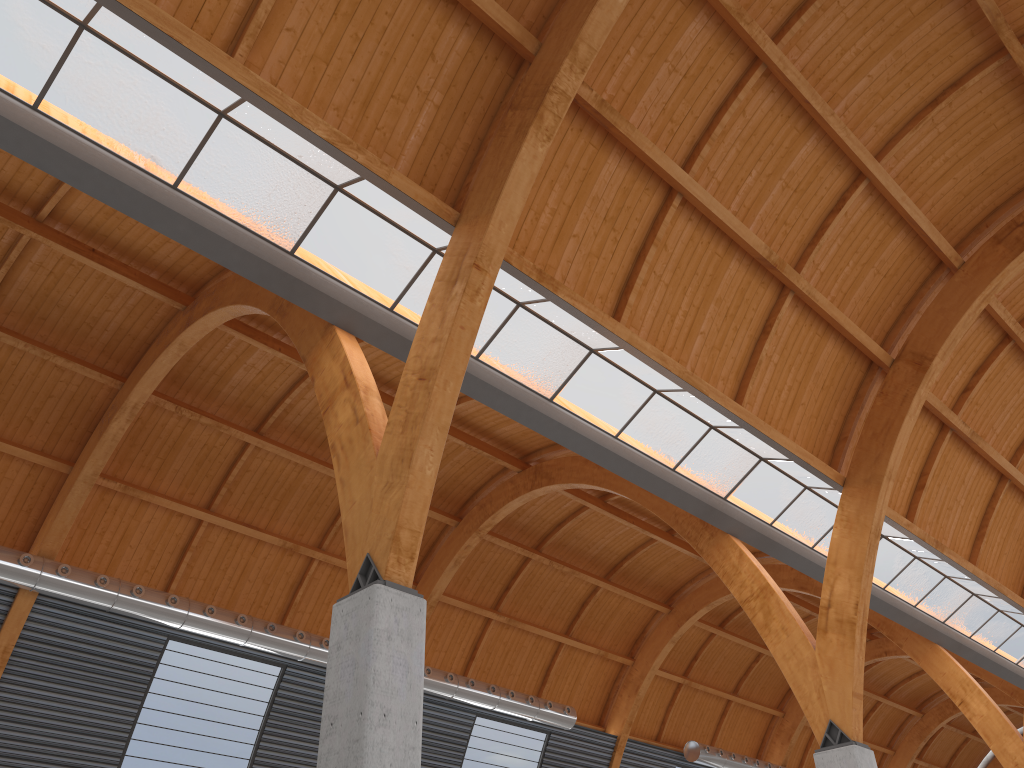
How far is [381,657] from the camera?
14.62m
